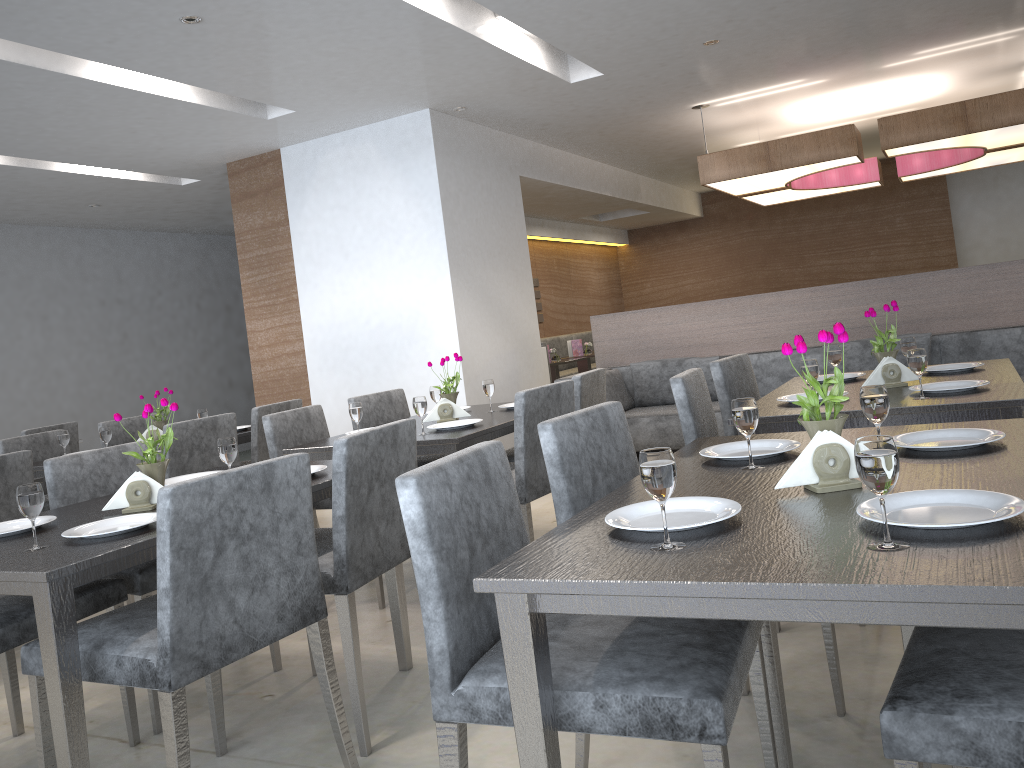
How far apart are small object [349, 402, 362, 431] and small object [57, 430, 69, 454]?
1.7m

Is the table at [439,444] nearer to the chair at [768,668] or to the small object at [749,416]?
the chair at [768,668]

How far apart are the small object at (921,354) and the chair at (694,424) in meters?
0.6

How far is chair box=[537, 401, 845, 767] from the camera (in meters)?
1.70

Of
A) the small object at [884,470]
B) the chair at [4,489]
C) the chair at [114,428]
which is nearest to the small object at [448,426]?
the chair at [4,489]

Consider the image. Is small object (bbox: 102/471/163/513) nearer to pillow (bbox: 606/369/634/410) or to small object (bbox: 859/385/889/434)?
small object (bbox: 859/385/889/434)

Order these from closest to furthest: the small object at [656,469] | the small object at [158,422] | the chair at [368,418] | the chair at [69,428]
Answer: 1. the small object at [656,469]
2. the chair at [368,418]
3. the small object at [158,422]
4. the chair at [69,428]

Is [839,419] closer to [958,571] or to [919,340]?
[958,571]

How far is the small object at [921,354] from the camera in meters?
2.5 m

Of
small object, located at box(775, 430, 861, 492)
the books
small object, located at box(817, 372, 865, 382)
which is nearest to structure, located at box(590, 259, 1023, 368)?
the books
